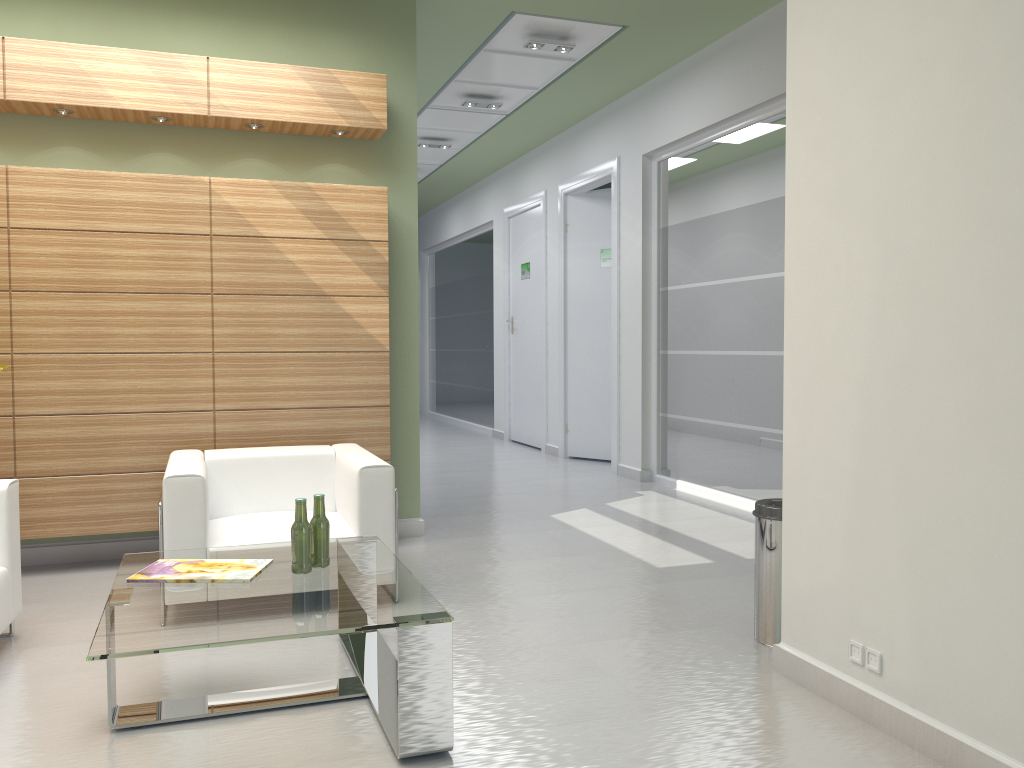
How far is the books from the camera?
5.4 meters

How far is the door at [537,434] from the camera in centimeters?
1884cm

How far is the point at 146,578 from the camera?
5.43m

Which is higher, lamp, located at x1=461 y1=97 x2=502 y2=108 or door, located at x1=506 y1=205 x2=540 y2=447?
lamp, located at x1=461 y1=97 x2=502 y2=108

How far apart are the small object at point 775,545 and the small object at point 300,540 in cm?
323

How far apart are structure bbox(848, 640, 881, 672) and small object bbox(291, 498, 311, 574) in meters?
3.4 m

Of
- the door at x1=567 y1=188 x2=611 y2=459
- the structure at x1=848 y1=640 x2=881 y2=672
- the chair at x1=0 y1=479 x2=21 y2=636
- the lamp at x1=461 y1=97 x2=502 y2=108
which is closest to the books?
the chair at x1=0 y1=479 x2=21 y2=636

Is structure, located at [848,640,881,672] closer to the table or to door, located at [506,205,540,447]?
the table

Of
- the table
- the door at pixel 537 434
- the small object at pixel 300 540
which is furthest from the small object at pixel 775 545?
the door at pixel 537 434

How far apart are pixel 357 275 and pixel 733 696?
5.80m
